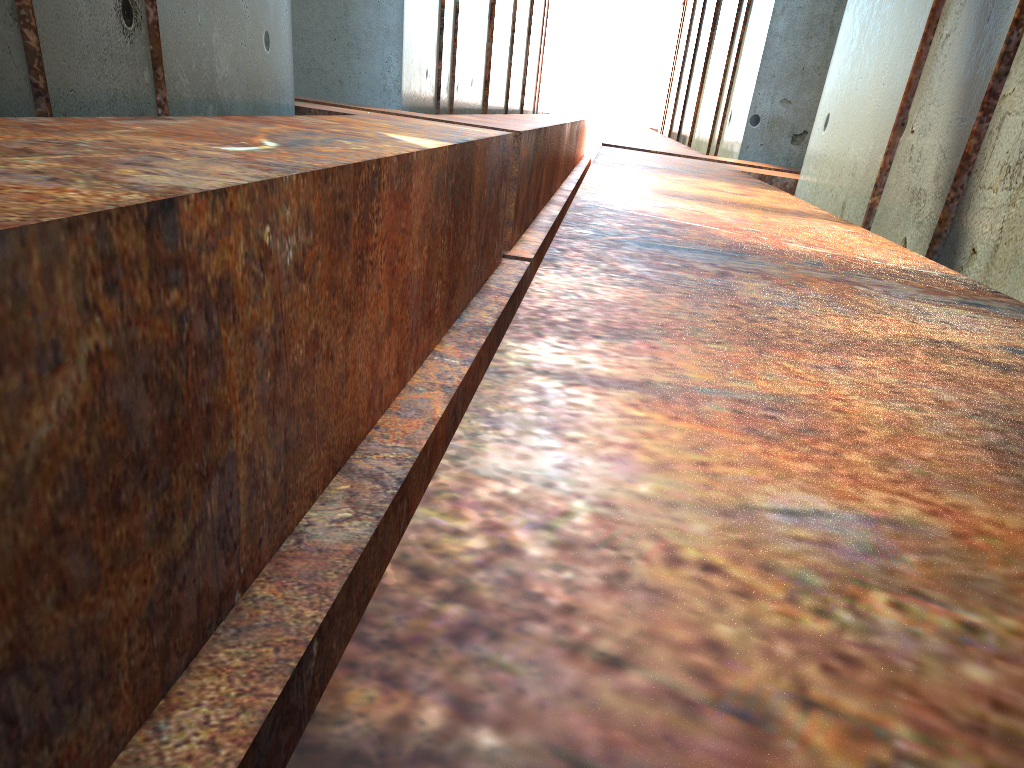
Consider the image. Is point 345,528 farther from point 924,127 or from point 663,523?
point 924,127
